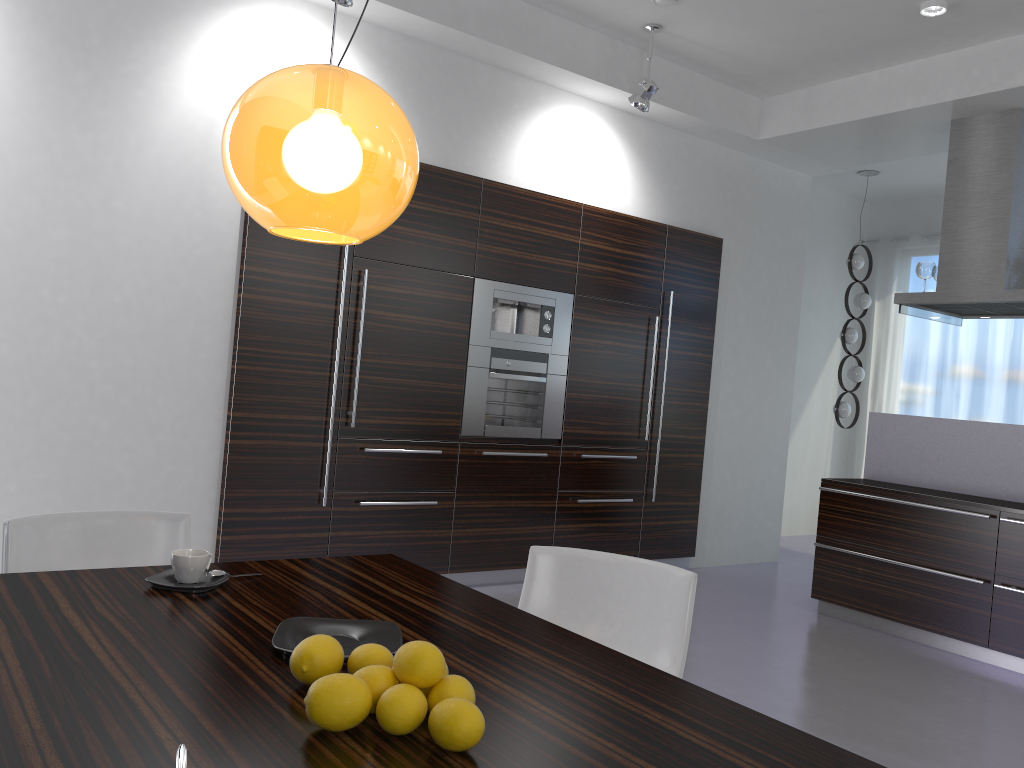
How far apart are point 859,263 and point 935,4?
3.61m

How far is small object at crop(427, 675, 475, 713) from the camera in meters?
1.3

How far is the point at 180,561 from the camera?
1.9m

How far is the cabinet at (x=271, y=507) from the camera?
4.7m

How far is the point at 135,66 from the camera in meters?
4.2

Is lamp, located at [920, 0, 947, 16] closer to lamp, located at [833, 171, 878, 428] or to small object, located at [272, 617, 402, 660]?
lamp, located at [833, 171, 878, 428]

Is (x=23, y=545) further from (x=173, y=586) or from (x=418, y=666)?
(x=418, y=666)

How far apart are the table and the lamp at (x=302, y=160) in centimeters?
74cm

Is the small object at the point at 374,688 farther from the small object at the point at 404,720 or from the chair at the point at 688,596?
the chair at the point at 688,596

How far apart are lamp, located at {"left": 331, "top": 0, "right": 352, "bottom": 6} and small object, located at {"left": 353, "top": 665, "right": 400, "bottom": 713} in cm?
369
